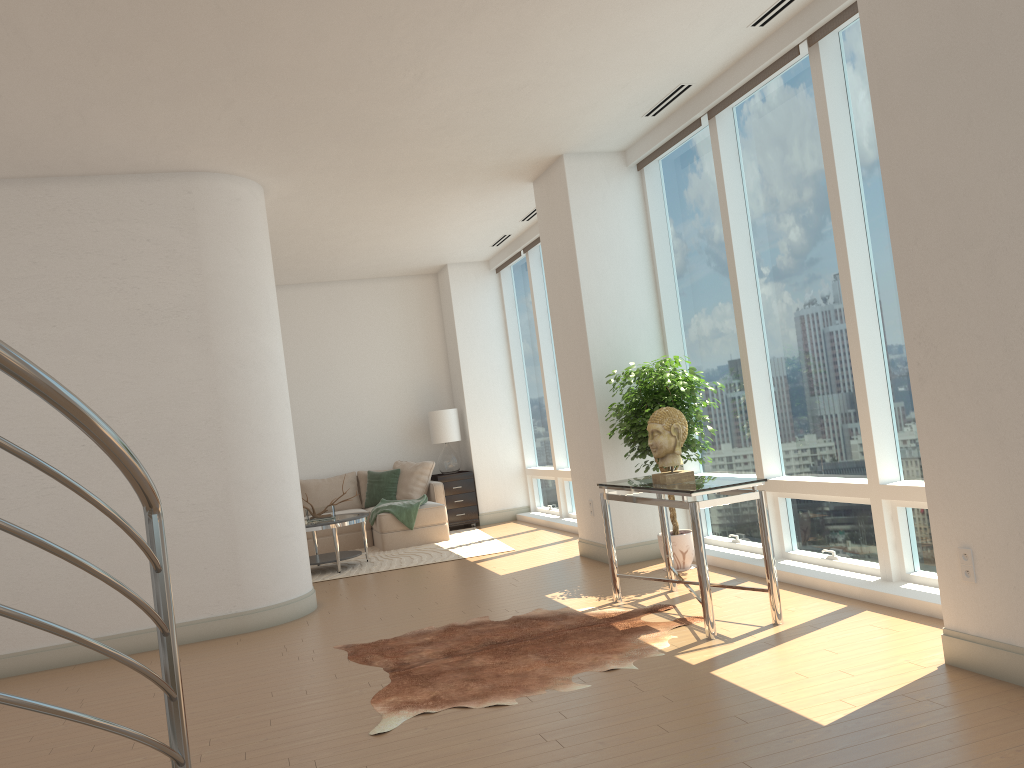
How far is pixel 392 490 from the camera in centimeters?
1088cm

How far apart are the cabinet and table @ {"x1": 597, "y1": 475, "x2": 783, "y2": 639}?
5.47m

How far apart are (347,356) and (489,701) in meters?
8.0

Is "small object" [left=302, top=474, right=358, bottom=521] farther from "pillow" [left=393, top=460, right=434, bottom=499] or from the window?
the window

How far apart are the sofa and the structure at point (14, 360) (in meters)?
7.91

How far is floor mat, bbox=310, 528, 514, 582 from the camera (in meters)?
8.77

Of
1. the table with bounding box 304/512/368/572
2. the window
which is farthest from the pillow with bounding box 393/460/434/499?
the table with bounding box 304/512/368/572

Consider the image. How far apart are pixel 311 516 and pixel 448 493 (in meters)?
2.46

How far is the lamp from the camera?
11.26m

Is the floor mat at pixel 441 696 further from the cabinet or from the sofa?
the cabinet
